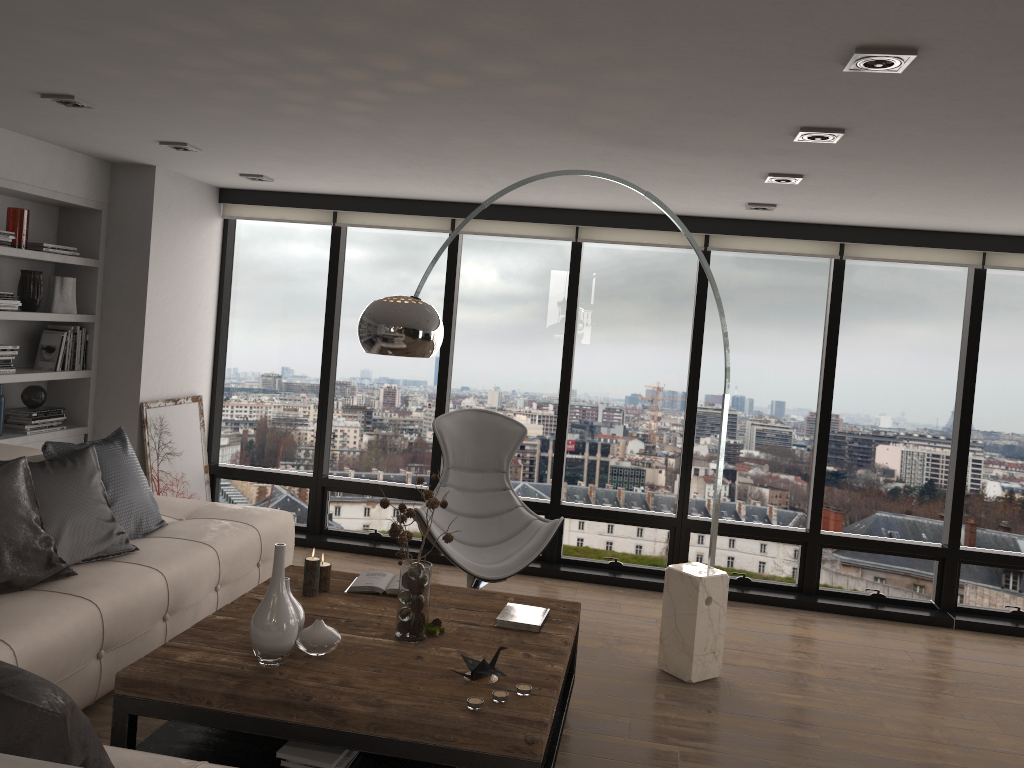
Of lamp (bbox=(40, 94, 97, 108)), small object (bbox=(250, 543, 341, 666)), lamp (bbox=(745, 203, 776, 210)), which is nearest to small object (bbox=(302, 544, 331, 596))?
small object (bbox=(250, 543, 341, 666))

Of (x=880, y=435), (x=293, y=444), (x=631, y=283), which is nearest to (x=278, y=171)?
(x=293, y=444)

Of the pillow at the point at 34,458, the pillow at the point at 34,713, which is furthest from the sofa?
the pillow at the point at 34,458

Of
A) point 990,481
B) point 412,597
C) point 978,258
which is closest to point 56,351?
point 412,597

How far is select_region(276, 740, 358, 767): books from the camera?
2.8 meters

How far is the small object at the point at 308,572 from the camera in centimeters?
368cm

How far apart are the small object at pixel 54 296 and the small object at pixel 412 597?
2.87m

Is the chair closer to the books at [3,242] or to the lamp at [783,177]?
the lamp at [783,177]

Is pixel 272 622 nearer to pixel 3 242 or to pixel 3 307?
pixel 3 307

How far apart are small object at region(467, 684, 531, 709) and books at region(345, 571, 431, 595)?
1.03m
